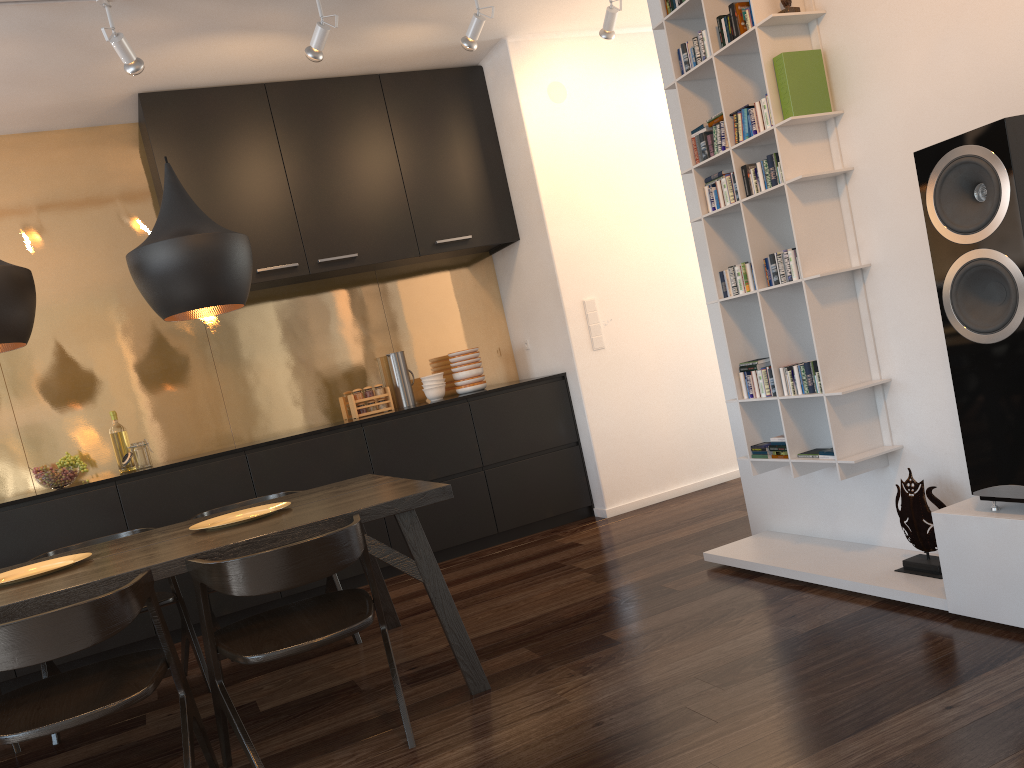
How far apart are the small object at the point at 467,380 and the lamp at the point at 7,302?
2.9 meters

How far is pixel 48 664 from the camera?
3.3 meters

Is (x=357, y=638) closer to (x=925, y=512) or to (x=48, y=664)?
(x=48, y=664)

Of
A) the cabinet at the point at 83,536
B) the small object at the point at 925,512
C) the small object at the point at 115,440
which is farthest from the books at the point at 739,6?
the small object at the point at 115,440

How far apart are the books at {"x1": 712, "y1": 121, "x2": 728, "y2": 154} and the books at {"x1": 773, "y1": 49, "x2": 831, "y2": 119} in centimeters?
31cm

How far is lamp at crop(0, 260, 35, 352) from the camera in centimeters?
274cm

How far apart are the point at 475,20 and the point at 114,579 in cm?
307

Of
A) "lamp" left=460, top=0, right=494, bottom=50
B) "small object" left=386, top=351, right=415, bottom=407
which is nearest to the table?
"small object" left=386, top=351, right=415, bottom=407

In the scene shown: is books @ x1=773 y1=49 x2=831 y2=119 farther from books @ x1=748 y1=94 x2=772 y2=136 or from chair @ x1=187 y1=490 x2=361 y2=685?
chair @ x1=187 y1=490 x2=361 y2=685

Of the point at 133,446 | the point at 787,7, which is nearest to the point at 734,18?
the point at 787,7
